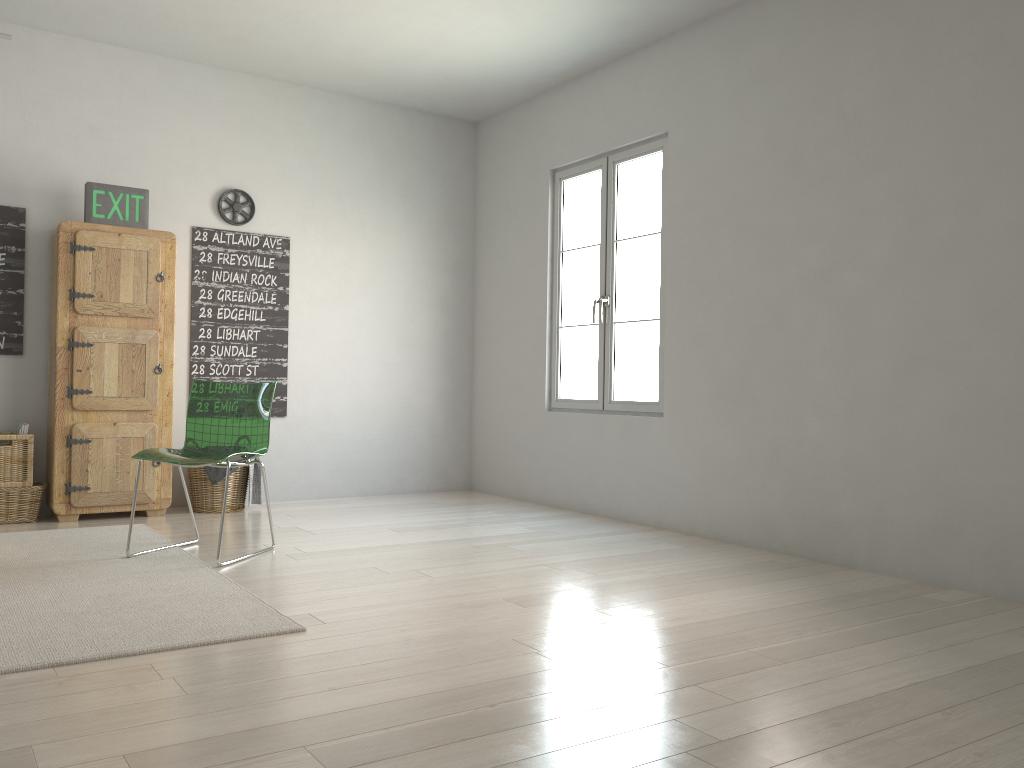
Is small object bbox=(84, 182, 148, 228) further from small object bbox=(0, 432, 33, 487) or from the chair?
the chair

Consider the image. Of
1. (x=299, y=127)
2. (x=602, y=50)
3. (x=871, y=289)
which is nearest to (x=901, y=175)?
(x=871, y=289)

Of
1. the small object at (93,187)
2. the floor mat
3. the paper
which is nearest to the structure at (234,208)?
the small object at (93,187)

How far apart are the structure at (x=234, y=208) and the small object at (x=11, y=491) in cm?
187

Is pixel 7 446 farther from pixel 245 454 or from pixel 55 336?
pixel 245 454

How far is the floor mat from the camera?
2.5 meters

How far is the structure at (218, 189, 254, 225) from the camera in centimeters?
542cm

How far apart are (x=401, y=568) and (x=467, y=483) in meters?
2.8

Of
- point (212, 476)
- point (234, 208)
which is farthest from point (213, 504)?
point (234, 208)

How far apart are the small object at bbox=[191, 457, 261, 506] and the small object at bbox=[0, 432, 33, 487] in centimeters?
88cm
